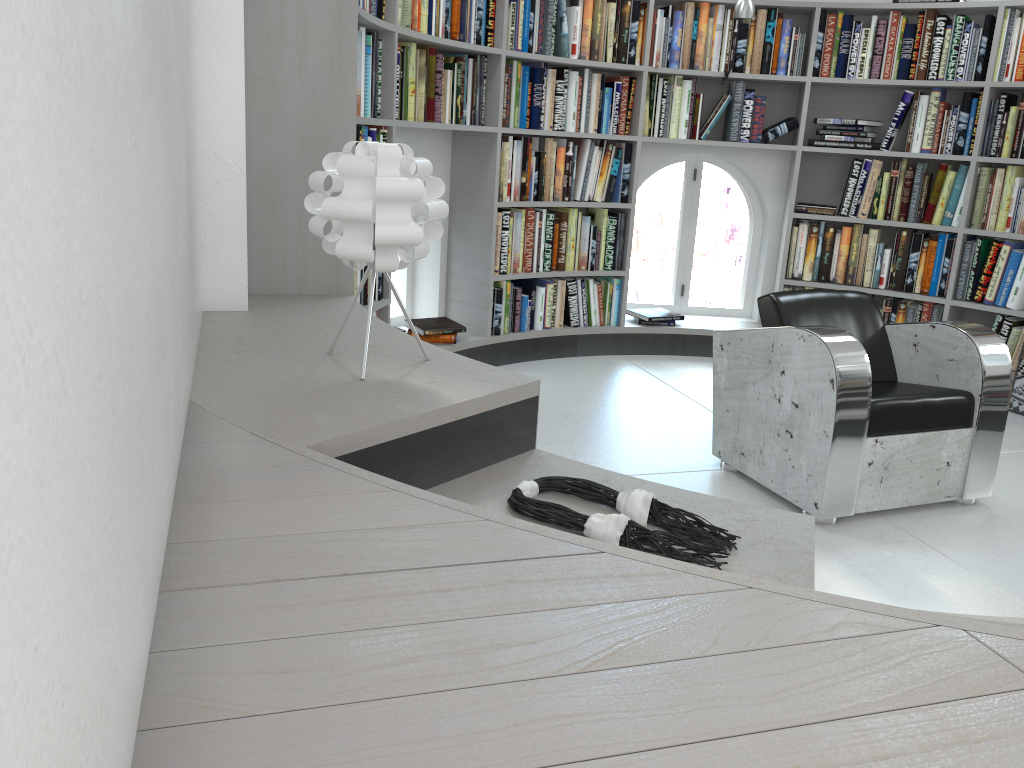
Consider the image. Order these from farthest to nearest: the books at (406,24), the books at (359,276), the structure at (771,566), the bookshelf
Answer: the books at (406,24) < the books at (359,276) < the bookshelf < the structure at (771,566)

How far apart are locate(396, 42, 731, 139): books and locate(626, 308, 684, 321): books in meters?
1.1

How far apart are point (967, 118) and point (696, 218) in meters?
→ 1.6 m

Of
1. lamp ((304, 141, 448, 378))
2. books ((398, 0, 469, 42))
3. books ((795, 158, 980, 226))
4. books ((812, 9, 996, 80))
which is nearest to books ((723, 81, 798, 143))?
books ((812, 9, 996, 80))

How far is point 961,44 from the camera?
4.6 meters

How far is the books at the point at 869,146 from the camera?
4.92m

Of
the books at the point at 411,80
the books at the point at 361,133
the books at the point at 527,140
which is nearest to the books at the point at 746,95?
the books at the point at 411,80

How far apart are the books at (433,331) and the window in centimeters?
30cm

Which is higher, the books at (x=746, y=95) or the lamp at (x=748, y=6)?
the lamp at (x=748, y=6)

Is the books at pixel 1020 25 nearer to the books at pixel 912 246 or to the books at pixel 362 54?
the books at pixel 912 246
